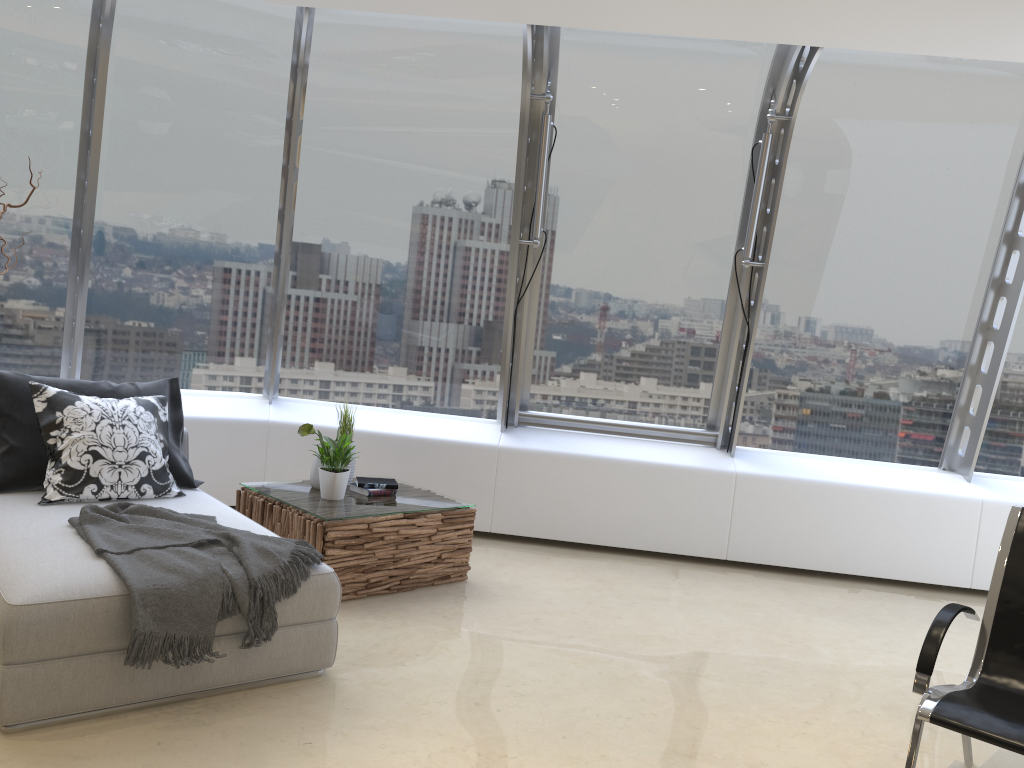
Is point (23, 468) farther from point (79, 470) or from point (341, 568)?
point (341, 568)

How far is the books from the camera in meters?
4.8

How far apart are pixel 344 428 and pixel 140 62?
2.5m

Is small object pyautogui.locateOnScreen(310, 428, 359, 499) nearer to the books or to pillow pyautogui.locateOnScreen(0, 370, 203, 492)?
the books

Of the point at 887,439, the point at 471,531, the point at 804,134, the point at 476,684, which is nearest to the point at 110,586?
the point at 476,684

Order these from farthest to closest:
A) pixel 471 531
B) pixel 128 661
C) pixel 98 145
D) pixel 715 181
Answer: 1. pixel 715 181
2. pixel 98 145
3. pixel 471 531
4. pixel 128 661

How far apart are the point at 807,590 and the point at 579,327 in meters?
2.2

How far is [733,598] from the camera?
5.1 meters

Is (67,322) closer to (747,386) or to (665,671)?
(665,671)

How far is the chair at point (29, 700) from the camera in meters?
2.8
